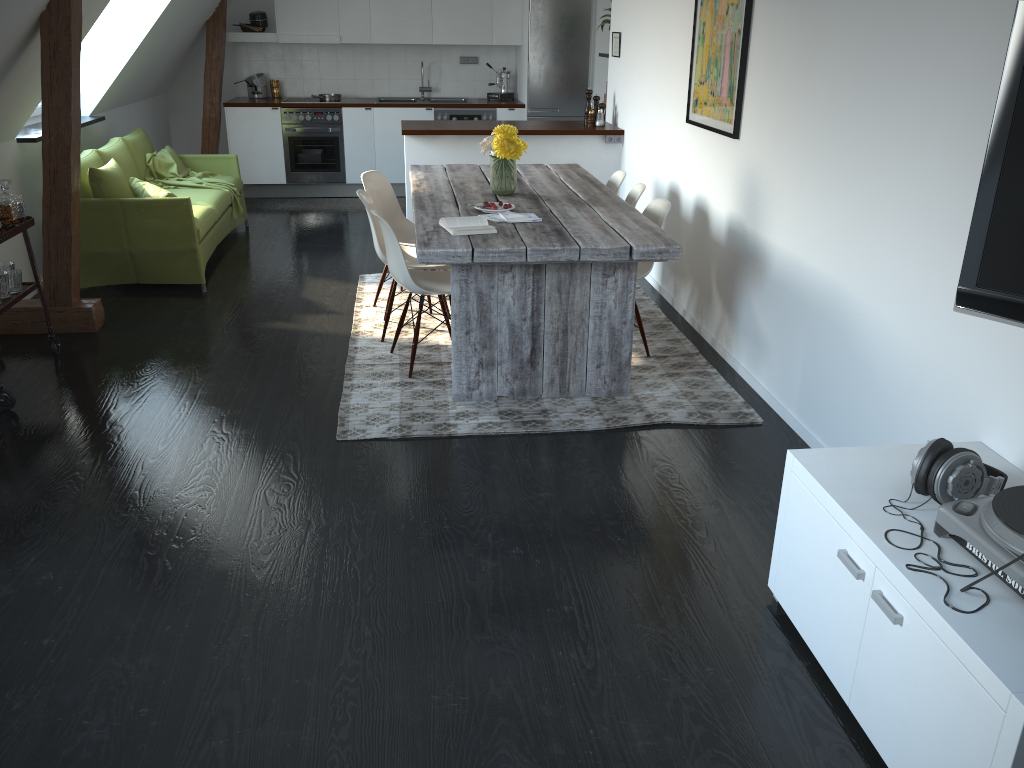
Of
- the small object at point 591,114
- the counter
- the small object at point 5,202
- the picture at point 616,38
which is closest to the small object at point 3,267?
the small object at point 5,202

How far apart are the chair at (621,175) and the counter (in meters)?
1.18

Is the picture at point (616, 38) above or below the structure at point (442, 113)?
above

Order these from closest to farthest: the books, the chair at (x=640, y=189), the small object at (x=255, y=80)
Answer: the books, the chair at (x=640, y=189), the small object at (x=255, y=80)

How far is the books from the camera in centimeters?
391cm

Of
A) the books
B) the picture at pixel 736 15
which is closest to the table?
the books

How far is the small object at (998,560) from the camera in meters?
1.9 m

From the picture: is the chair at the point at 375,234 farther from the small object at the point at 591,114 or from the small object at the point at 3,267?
the small object at the point at 591,114

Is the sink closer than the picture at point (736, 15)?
No

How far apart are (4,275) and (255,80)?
5.36m
